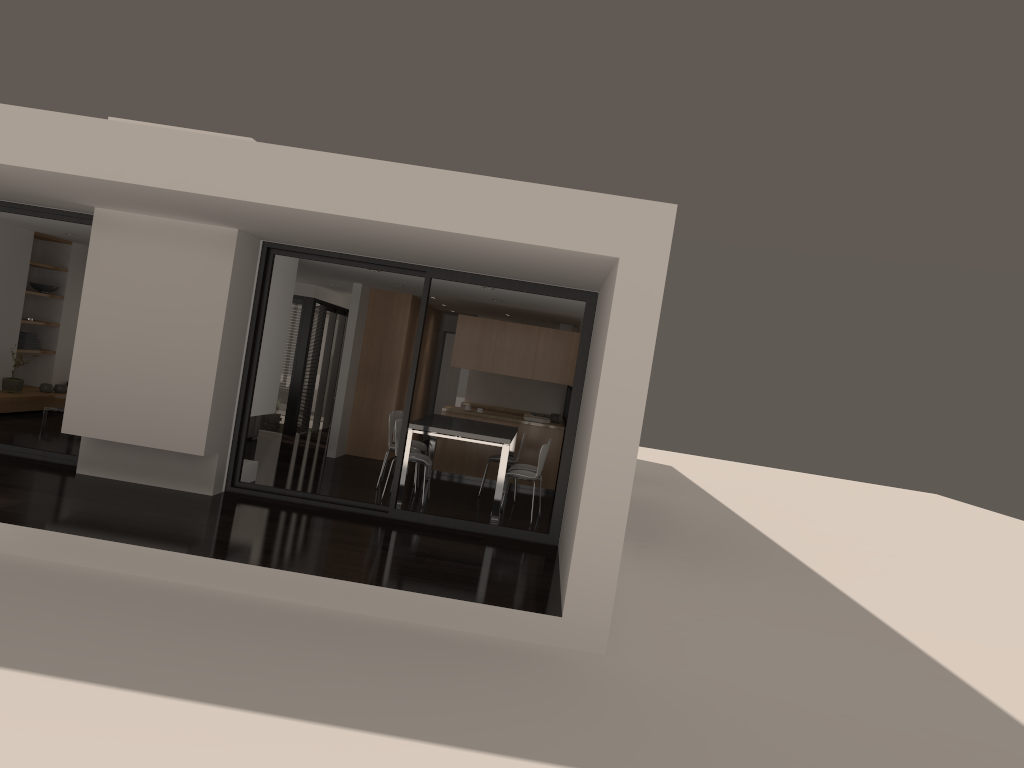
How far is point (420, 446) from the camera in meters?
11.0

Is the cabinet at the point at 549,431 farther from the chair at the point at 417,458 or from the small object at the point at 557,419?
the chair at the point at 417,458

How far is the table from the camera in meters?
9.1 m

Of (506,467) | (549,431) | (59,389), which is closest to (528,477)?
(506,467)

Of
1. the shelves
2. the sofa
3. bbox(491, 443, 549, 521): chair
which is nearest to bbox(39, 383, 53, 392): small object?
the shelves

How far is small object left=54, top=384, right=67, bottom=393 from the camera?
12.4 meters

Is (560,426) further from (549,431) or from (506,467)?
(506,467)

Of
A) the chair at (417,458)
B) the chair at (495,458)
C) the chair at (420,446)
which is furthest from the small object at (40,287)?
the chair at (495,458)

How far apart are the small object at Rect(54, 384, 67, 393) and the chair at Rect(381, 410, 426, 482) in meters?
5.1

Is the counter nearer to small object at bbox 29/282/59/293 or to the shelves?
the shelves
